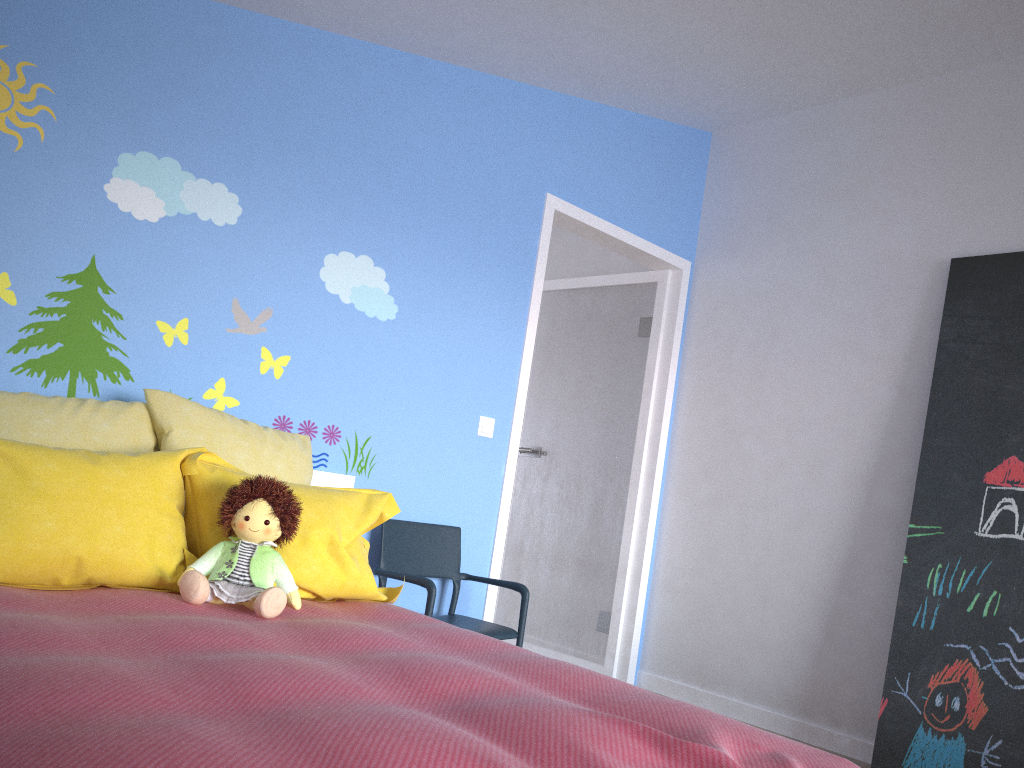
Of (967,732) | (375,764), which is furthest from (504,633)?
(375,764)

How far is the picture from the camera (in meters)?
2.99

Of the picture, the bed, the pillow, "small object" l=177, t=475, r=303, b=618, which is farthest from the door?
"small object" l=177, t=475, r=303, b=618

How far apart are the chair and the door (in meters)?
0.22

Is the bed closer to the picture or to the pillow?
the pillow

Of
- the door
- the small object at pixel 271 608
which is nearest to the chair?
the door

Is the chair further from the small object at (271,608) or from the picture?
the picture

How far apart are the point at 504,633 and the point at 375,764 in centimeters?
214cm

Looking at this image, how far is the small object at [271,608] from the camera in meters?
2.0

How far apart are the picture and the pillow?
1.89m
